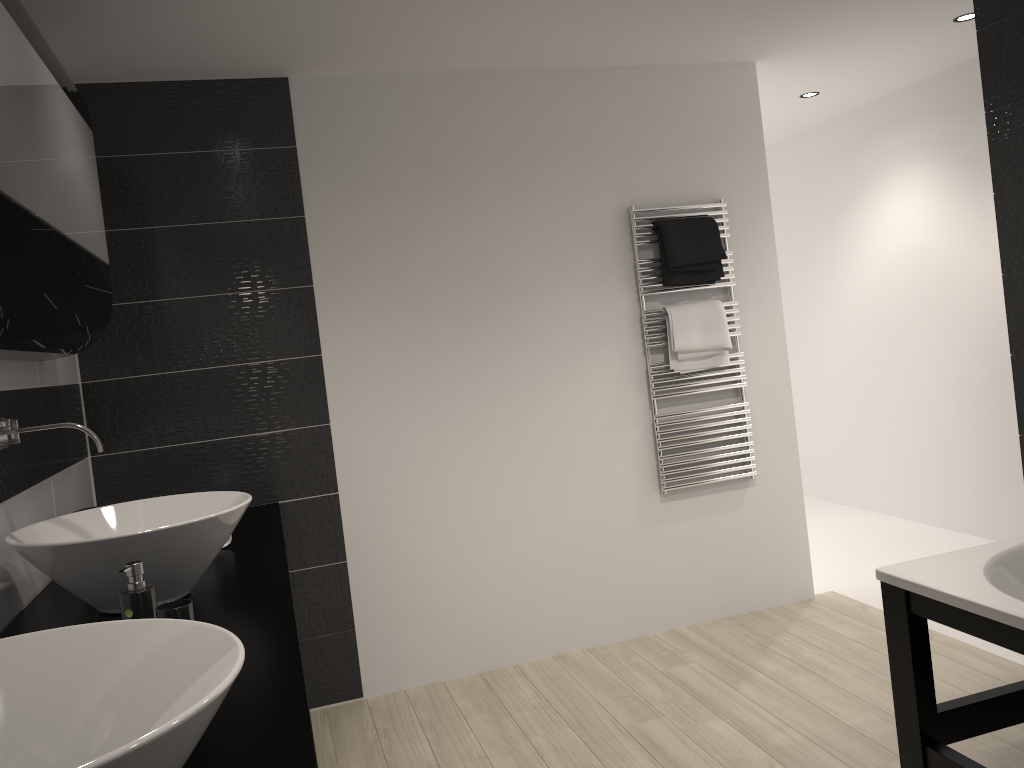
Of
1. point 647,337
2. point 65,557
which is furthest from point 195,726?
point 647,337

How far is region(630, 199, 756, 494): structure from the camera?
3.9m

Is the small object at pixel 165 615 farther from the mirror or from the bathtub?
the bathtub

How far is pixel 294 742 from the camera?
1.3m

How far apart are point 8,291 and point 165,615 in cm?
67

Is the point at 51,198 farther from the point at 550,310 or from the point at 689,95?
the point at 689,95

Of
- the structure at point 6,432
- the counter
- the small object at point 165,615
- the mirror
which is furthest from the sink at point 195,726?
the structure at point 6,432

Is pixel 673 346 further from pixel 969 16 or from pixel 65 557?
pixel 65 557

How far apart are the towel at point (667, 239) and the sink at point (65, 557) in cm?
219

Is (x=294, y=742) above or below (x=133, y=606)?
below
